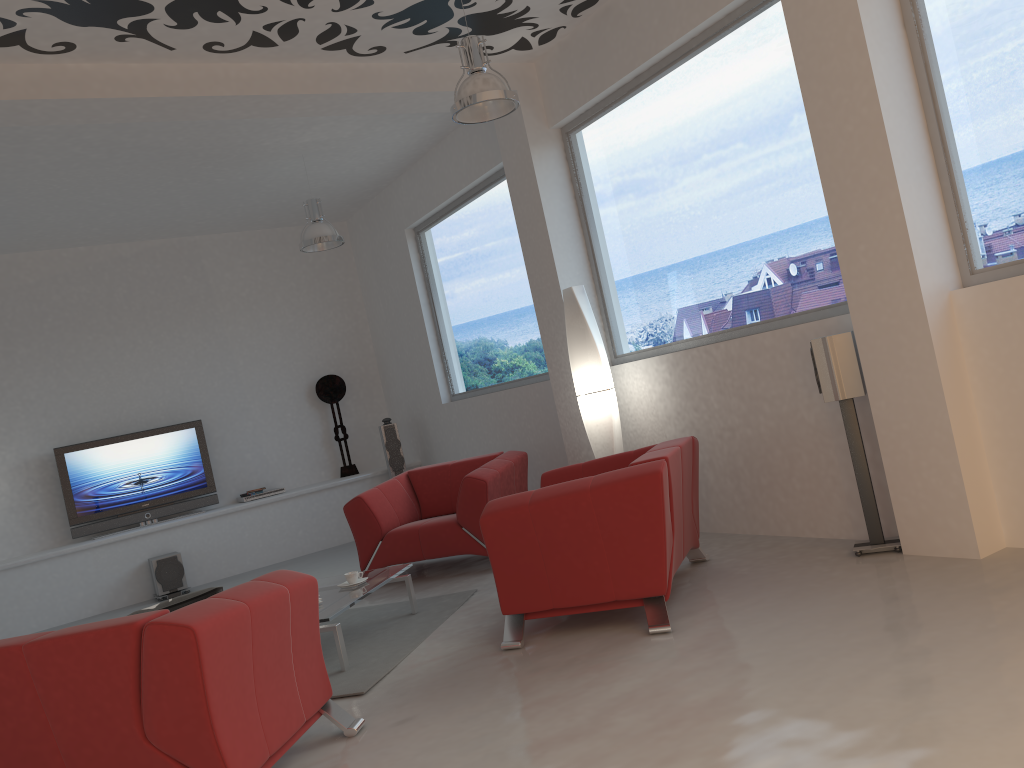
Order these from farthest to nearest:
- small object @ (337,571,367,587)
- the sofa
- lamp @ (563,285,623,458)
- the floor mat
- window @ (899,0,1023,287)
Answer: lamp @ (563,285,623,458), small object @ (337,571,367,587), the floor mat, window @ (899,0,1023,287), the sofa

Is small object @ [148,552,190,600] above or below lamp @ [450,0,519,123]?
below

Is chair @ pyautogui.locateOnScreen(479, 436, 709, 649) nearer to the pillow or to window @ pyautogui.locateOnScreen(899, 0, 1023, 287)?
the pillow

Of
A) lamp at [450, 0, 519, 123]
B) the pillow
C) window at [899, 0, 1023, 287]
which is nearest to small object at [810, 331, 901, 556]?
window at [899, 0, 1023, 287]

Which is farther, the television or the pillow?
the television

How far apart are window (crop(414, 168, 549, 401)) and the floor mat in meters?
2.4

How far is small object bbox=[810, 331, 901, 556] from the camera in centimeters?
438cm

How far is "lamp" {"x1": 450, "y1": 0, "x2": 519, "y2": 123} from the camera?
4.68m

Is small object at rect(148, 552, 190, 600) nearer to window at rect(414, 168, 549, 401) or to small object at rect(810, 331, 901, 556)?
window at rect(414, 168, 549, 401)

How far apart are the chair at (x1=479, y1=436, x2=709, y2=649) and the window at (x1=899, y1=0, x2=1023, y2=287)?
1.51m
